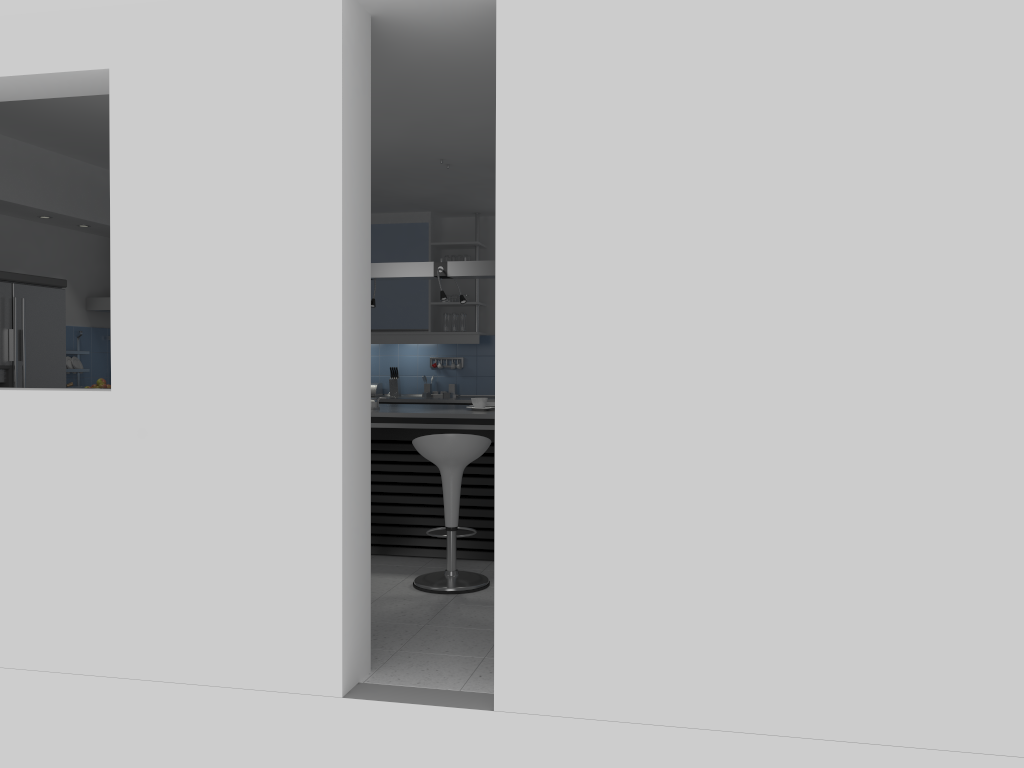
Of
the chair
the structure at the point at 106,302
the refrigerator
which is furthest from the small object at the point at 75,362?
the chair

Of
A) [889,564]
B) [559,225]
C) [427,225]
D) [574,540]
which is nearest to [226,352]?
[559,225]

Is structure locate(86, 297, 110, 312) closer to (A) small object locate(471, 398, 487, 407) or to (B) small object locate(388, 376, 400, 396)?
(B) small object locate(388, 376, 400, 396)

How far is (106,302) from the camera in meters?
6.9 m

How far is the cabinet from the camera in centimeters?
835cm

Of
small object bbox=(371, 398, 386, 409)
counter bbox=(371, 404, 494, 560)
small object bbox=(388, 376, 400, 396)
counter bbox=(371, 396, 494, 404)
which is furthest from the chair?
small object bbox=(388, 376, 400, 396)

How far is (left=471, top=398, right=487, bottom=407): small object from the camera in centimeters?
608cm

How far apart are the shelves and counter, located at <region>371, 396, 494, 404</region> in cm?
95

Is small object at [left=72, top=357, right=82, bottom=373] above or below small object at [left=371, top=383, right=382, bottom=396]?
above

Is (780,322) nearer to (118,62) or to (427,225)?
(118,62)
